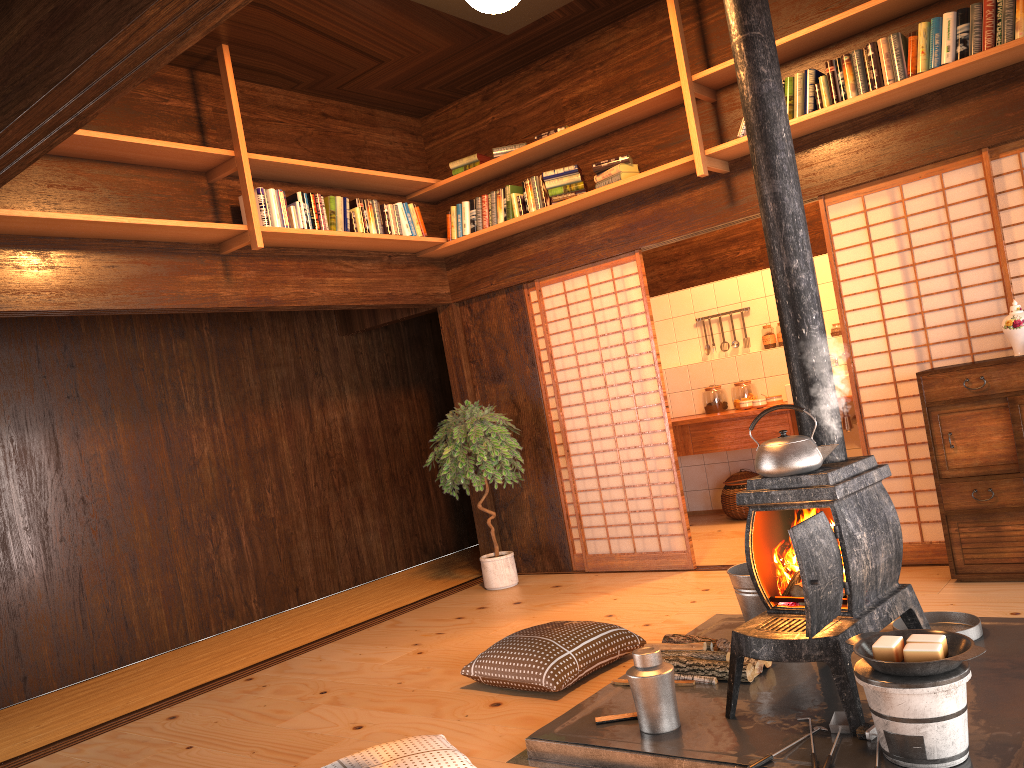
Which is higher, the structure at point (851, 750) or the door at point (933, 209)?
the door at point (933, 209)

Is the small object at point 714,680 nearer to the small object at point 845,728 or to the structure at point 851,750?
the structure at point 851,750

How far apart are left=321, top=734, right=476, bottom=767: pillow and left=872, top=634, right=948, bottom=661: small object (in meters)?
1.25

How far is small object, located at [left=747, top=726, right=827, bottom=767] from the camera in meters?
2.4

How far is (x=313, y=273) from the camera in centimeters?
552cm

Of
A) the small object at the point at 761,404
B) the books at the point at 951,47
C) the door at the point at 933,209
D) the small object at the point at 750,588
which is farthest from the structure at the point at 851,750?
the small object at the point at 761,404

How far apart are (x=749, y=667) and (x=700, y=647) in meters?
0.2

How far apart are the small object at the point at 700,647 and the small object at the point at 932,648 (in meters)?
1.01

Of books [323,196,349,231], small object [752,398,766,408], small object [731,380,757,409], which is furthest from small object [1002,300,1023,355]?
books [323,196,349,231]

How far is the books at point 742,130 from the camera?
4.78m
